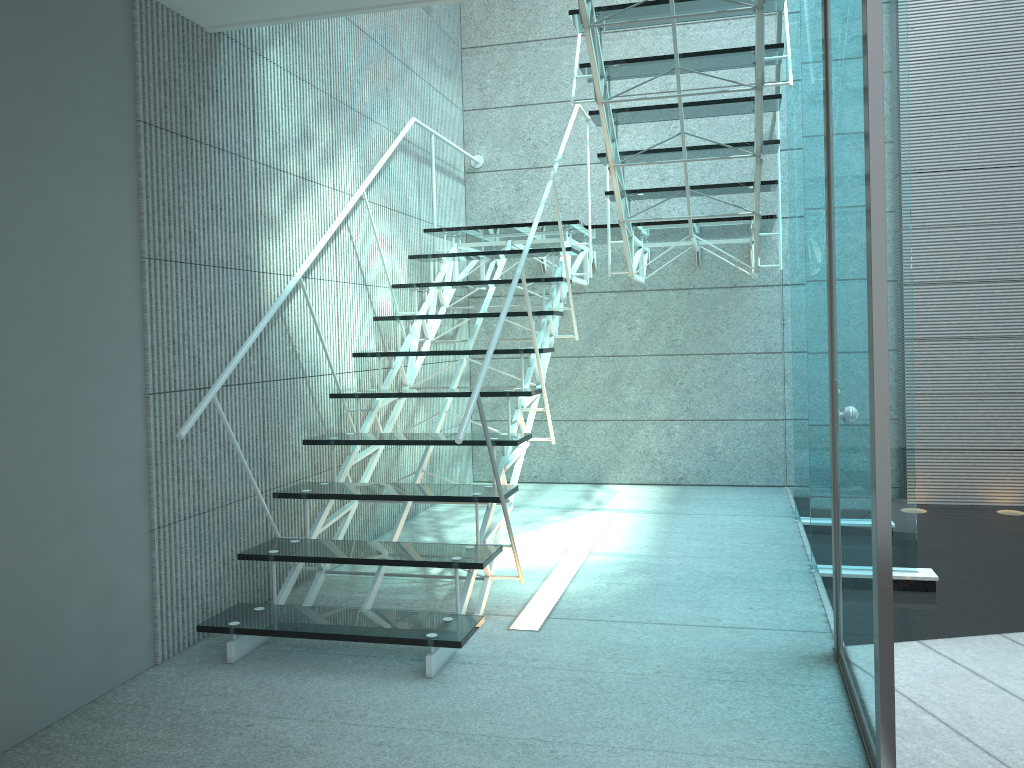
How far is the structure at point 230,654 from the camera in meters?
2.7

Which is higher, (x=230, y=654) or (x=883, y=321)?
(x=883, y=321)

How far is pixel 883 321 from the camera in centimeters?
173cm

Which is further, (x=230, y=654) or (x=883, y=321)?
(x=230, y=654)

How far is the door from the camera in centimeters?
173cm

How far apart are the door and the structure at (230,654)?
0.7 meters

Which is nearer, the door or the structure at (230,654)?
the door

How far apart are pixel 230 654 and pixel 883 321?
2.05m
